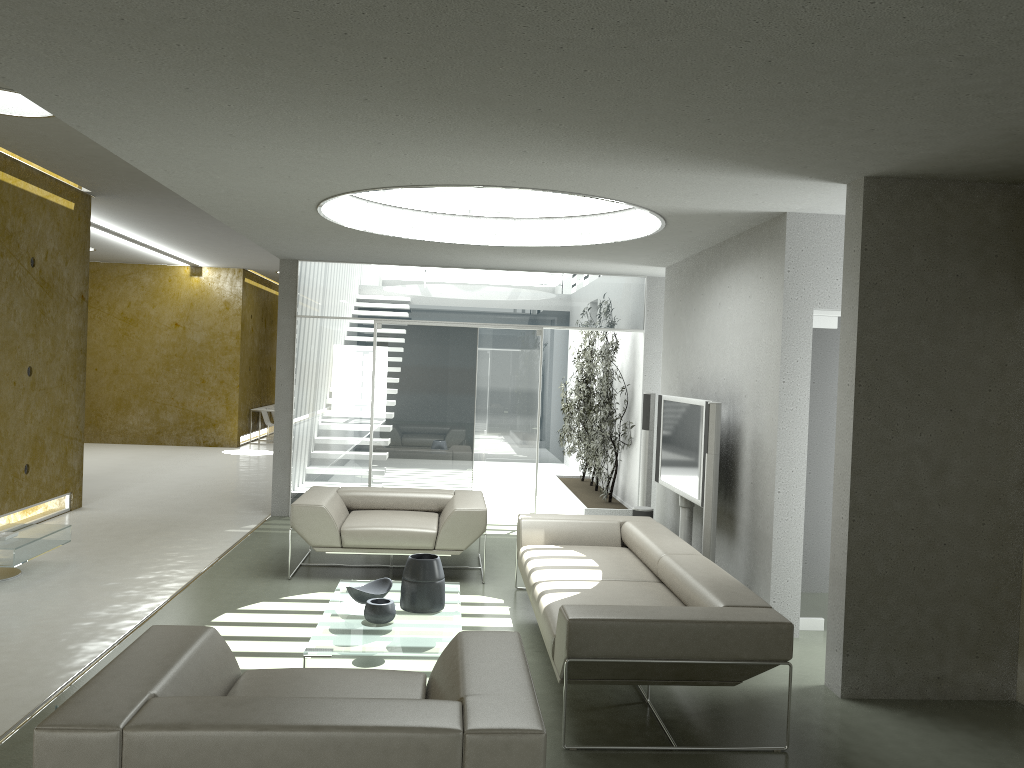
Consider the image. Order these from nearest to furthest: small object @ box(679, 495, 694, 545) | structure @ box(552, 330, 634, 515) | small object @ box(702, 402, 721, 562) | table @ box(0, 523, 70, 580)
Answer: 1. small object @ box(702, 402, 721, 562)
2. table @ box(0, 523, 70, 580)
3. small object @ box(679, 495, 694, 545)
4. structure @ box(552, 330, 634, 515)

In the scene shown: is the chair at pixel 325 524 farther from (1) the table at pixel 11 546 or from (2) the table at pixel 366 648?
(1) the table at pixel 11 546

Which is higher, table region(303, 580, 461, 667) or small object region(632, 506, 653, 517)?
small object region(632, 506, 653, 517)

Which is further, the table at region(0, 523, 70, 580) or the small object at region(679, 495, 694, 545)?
the small object at region(679, 495, 694, 545)

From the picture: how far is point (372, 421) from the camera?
9.32m

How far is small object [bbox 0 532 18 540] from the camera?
A: 6.2m

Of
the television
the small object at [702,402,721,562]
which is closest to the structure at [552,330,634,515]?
the television

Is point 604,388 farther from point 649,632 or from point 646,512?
point 649,632

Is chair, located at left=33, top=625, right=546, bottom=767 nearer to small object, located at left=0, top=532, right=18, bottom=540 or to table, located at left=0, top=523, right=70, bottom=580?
table, located at left=0, top=523, right=70, bottom=580

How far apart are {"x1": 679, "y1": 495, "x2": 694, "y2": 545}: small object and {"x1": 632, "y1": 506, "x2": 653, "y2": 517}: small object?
0.7m
